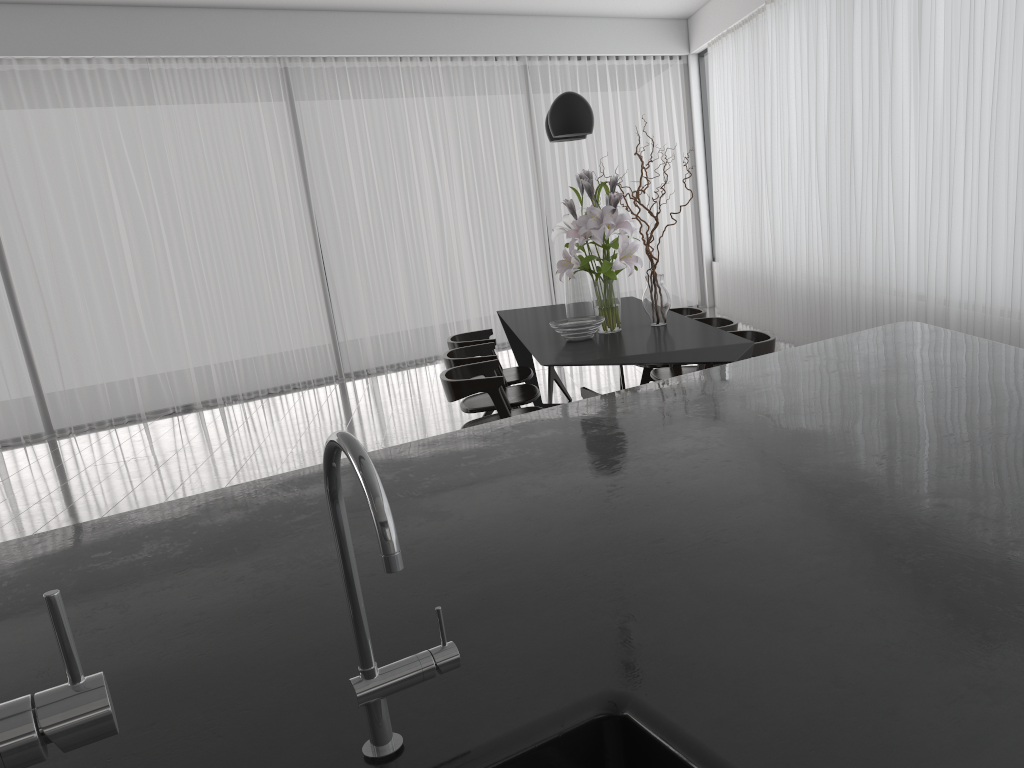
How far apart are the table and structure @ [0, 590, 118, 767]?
3.0m

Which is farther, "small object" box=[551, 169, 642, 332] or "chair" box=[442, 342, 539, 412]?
"chair" box=[442, 342, 539, 412]

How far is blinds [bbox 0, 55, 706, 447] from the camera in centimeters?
725cm

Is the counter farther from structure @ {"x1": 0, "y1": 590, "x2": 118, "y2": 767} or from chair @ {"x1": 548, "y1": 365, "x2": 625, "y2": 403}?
chair @ {"x1": 548, "y1": 365, "x2": 625, "y2": 403}

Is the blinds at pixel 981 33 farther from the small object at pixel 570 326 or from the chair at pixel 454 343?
the chair at pixel 454 343

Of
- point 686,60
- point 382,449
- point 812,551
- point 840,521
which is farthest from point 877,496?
point 686,60

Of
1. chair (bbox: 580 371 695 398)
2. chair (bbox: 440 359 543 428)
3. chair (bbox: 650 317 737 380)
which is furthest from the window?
chair (bbox: 580 371 695 398)

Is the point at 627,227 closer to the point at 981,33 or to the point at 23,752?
the point at 981,33

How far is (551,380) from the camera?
6.07m

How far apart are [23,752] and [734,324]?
4.28m
